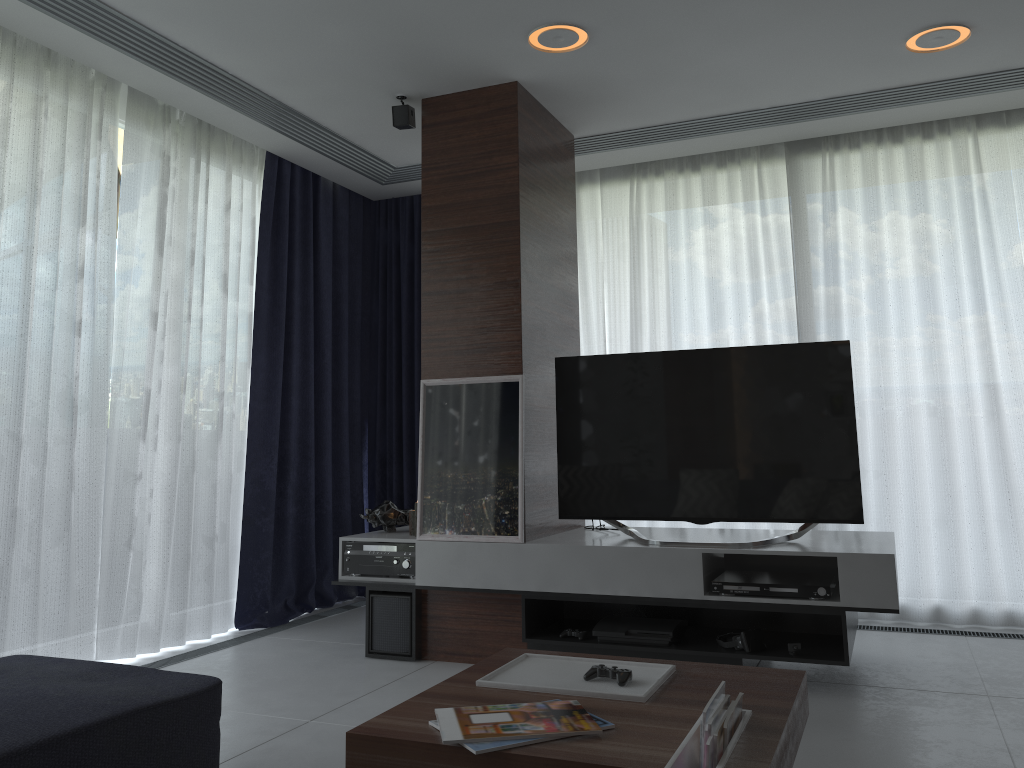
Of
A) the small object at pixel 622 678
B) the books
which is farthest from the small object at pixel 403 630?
the books

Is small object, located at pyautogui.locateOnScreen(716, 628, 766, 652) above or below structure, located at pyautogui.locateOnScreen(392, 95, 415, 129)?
below

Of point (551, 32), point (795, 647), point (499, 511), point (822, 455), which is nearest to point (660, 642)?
point (795, 647)

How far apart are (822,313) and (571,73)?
2.0m

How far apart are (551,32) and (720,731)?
2.73m

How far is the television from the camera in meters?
3.5

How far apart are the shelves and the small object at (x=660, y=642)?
0.0m

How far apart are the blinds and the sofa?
0.8m

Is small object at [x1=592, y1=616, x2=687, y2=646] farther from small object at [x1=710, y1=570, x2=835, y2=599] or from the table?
the table

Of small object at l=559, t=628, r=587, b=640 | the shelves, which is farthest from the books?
small object at l=559, t=628, r=587, b=640
